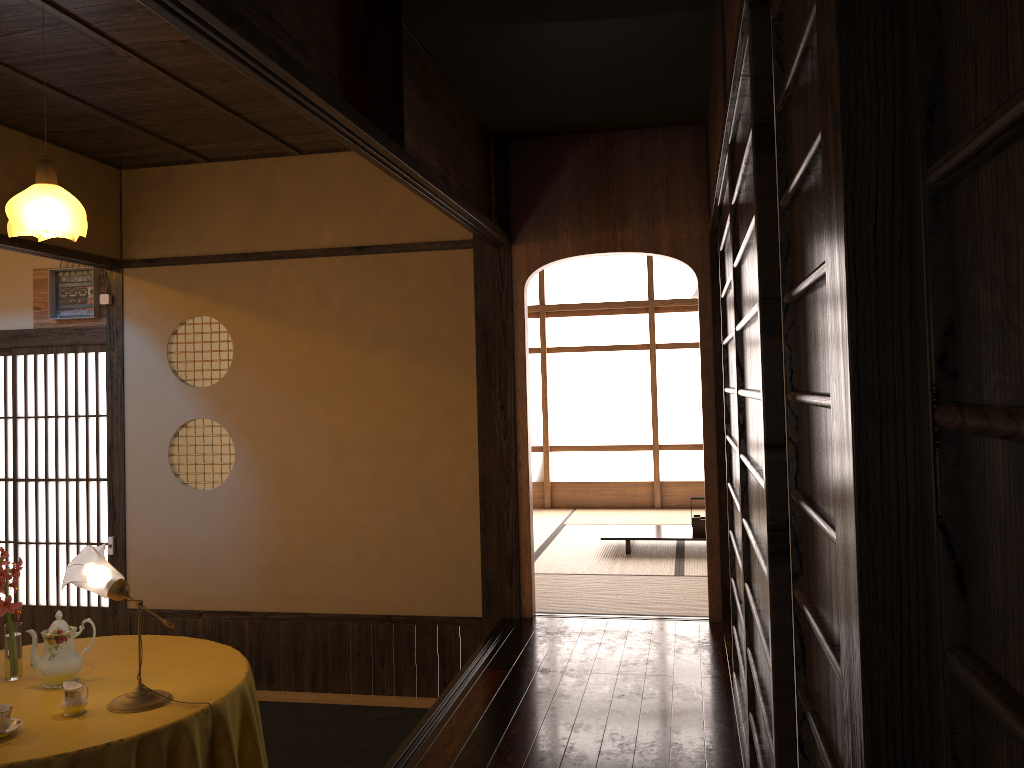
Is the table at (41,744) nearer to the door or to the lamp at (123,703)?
the lamp at (123,703)

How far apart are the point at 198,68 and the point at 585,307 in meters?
5.6

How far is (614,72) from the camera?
3.8 meters

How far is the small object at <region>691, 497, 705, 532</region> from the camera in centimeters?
661cm

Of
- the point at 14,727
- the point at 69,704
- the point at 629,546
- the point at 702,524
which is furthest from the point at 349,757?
the point at 702,524

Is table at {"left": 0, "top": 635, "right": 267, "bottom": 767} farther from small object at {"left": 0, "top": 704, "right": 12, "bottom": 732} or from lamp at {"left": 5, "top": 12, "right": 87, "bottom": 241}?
lamp at {"left": 5, "top": 12, "right": 87, "bottom": 241}

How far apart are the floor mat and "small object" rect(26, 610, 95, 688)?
1.3m

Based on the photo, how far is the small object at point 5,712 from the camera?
2.60m

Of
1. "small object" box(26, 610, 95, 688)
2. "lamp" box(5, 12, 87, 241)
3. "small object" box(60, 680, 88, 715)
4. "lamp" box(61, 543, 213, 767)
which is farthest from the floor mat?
"lamp" box(5, 12, 87, 241)

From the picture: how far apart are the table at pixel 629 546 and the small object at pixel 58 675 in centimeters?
413cm
